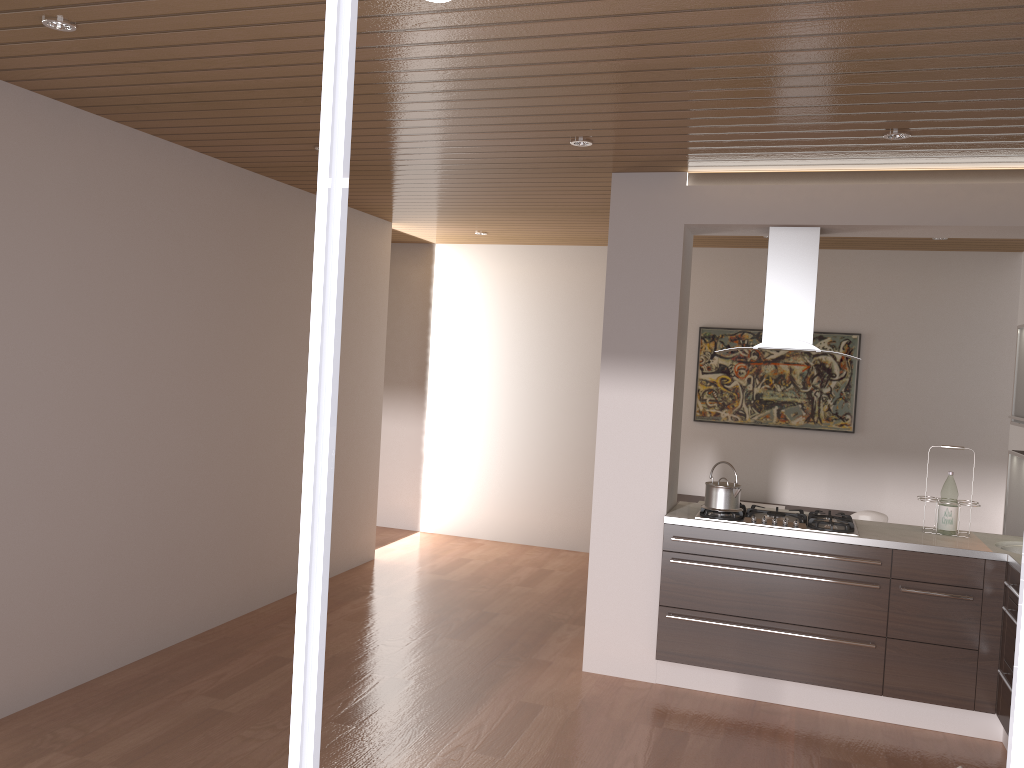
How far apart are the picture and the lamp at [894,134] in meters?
3.6

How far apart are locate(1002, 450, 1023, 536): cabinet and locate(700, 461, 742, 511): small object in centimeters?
171cm

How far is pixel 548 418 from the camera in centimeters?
793cm

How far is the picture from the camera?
7.1 meters

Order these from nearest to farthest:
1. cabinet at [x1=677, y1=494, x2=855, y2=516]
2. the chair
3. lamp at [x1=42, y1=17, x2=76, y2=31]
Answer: lamp at [x1=42, y1=17, x2=76, y2=31] < the chair < cabinet at [x1=677, y1=494, x2=855, y2=516]

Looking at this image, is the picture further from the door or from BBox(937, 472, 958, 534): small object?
the door

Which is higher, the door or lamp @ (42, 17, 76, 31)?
lamp @ (42, 17, 76, 31)

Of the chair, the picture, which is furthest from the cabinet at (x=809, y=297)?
the picture

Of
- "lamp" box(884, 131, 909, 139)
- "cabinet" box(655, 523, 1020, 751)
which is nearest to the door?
"lamp" box(884, 131, 909, 139)

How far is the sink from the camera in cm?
440
